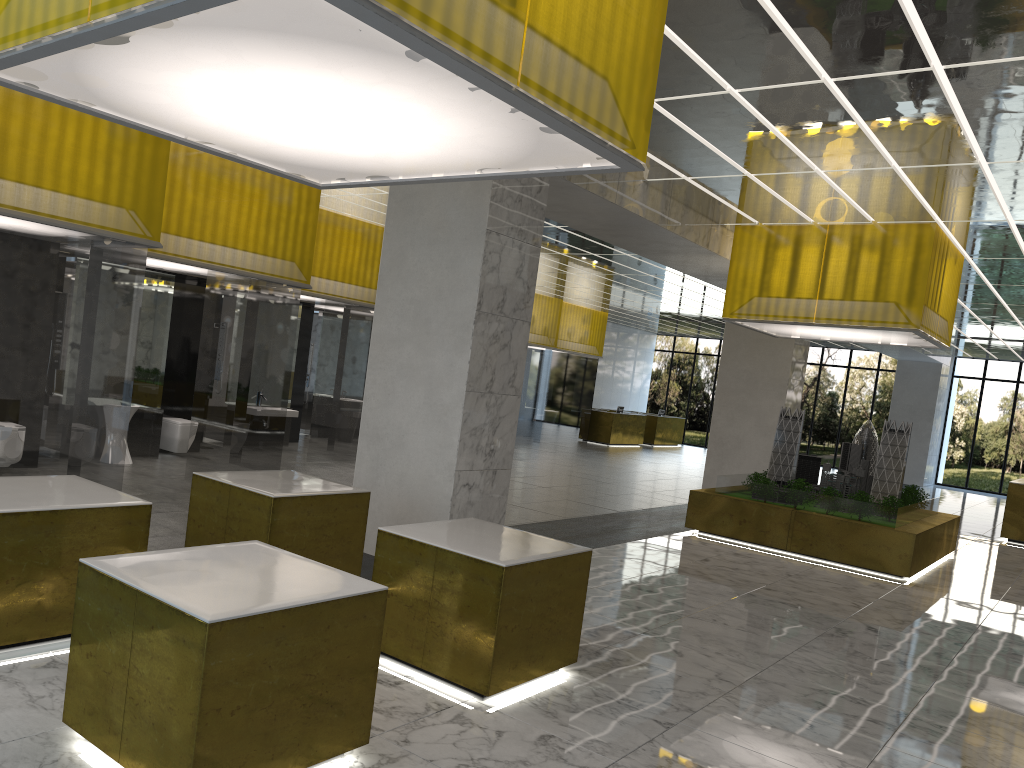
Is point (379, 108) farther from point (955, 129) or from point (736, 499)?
point (736, 499)

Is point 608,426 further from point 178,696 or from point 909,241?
point 178,696

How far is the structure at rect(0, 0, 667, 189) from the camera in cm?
411

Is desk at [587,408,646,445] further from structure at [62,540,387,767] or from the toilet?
structure at [62,540,387,767]

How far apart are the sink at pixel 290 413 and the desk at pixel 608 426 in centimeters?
2178cm

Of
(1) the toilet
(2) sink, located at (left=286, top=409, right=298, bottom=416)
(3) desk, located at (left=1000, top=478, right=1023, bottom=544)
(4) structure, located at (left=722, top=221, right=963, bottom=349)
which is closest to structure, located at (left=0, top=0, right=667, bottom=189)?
(1) the toilet

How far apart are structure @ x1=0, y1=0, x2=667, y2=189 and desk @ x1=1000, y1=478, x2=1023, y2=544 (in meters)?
22.20

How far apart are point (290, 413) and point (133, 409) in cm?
569

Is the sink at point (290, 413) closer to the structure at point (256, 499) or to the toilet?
the toilet

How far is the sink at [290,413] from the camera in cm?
2103
